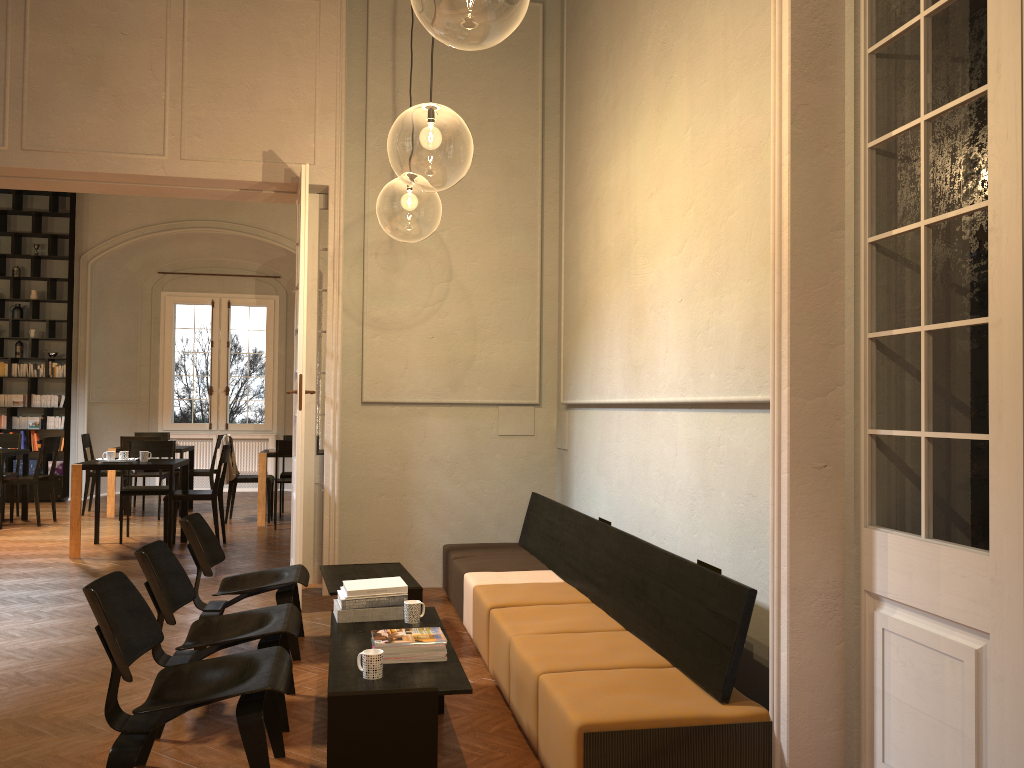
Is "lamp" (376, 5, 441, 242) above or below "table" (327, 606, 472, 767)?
above

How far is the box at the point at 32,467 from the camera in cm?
1317

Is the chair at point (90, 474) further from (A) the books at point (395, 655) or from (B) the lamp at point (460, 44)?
(A) the books at point (395, 655)

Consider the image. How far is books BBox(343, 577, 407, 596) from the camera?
4.4 meters

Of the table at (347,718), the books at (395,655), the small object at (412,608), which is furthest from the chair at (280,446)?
the books at (395,655)

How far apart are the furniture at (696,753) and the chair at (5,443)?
7.6m

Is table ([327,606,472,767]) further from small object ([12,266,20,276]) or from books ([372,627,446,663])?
Result: small object ([12,266,20,276])

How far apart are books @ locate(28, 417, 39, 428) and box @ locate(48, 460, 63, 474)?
0.66m

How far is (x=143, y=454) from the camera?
9.0m

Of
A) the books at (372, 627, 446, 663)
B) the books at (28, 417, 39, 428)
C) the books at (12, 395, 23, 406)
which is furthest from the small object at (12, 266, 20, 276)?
the books at (372, 627, 446, 663)
